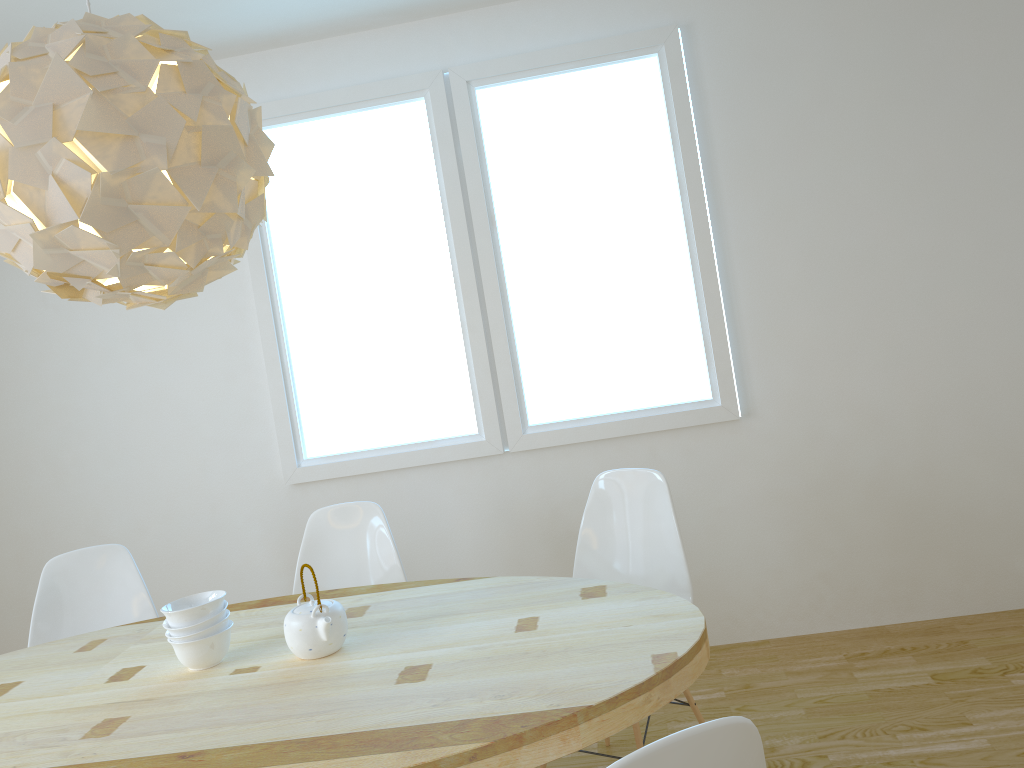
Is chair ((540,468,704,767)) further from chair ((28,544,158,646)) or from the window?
chair ((28,544,158,646))

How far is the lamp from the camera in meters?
1.7 m

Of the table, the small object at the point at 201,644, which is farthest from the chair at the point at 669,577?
the small object at the point at 201,644

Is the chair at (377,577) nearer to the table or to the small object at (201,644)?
the table

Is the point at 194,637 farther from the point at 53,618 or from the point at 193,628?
the point at 53,618

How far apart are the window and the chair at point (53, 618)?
0.80m

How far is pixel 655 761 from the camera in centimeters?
108cm

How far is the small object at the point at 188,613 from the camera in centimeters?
209cm

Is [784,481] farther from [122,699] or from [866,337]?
[122,699]

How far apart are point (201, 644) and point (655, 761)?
1.4 meters
